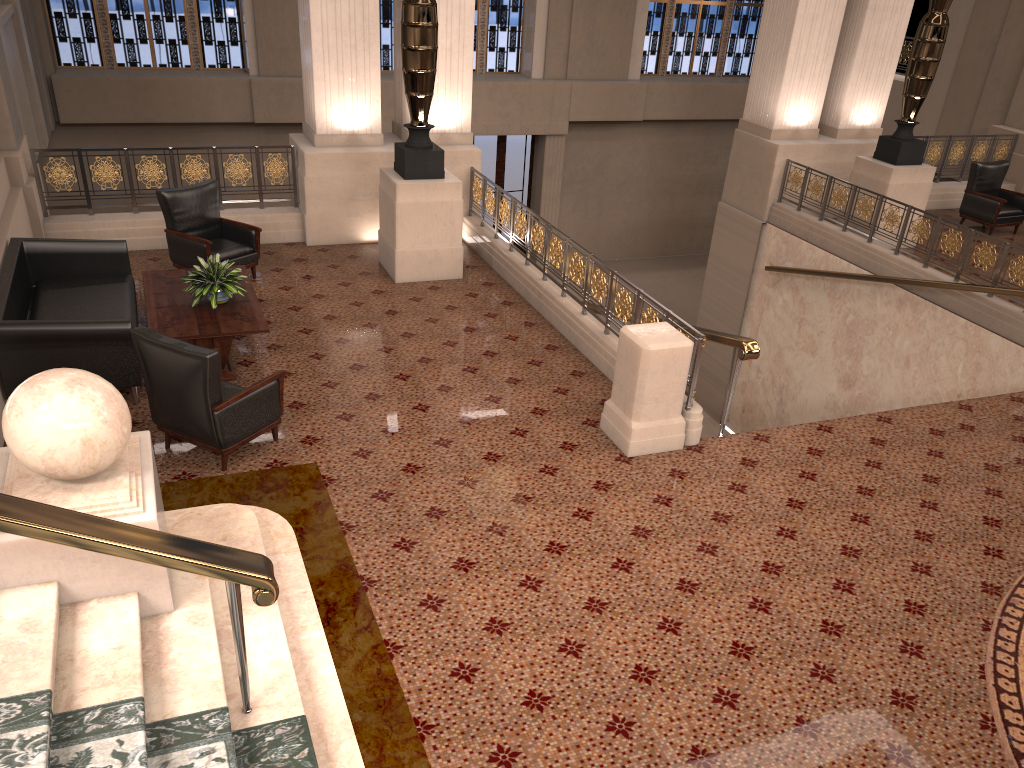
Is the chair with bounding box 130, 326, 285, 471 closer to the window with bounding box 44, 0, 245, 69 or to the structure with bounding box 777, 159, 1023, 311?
the structure with bounding box 777, 159, 1023, 311

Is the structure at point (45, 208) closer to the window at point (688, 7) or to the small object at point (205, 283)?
the small object at point (205, 283)

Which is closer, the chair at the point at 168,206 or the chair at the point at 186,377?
the chair at the point at 186,377

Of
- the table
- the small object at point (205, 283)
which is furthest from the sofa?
the small object at point (205, 283)

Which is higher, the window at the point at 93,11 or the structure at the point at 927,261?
the window at the point at 93,11

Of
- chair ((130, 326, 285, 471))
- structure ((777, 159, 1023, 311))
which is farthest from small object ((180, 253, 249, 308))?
structure ((777, 159, 1023, 311))

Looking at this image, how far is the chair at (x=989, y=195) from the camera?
11.7 meters

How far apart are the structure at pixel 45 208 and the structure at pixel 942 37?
→ 7.1 meters

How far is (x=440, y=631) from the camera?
4.4 meters

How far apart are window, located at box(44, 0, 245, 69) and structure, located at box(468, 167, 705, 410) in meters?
8.0 m
